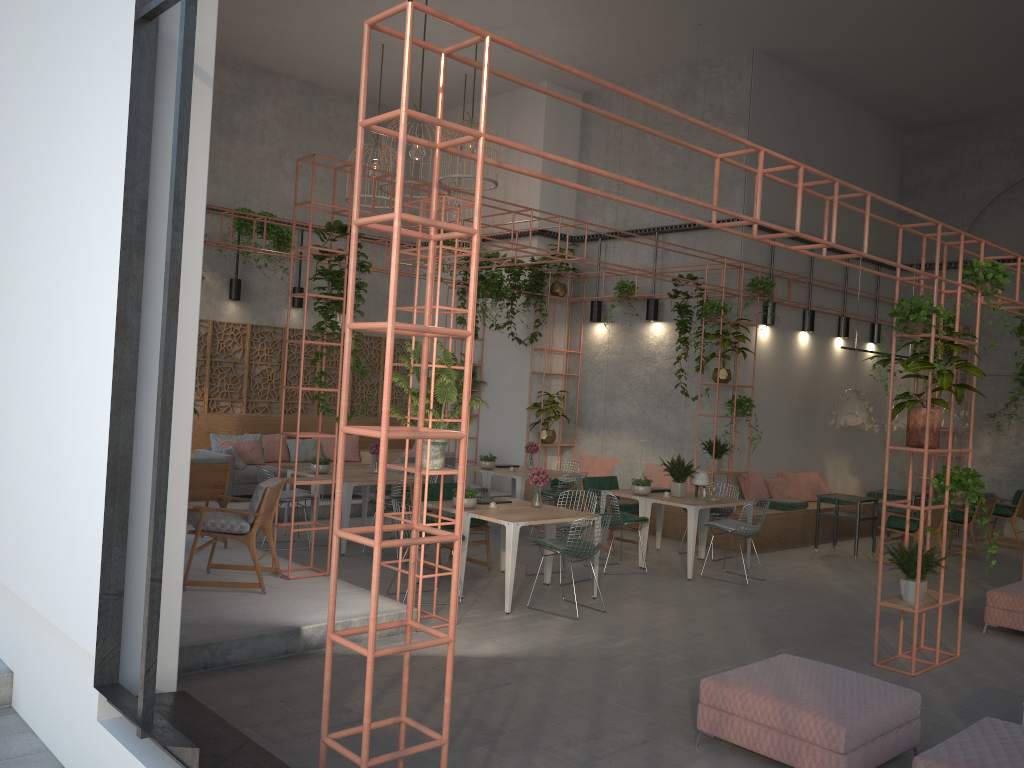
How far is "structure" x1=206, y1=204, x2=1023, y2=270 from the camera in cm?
1374

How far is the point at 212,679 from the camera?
5.9 meters

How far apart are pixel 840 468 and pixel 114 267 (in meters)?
13.94

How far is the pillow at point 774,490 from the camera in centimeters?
1359cm

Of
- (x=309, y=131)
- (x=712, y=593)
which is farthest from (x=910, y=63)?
(x=309, y=131)

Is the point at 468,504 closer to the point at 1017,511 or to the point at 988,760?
the point at 988,760

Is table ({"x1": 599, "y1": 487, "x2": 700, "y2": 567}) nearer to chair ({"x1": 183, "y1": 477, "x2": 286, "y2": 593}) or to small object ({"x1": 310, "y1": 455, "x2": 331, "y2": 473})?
small object ({"x1": 310, "y1": 455, "x2": 331, "y2": 473})

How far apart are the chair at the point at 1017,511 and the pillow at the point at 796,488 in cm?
272

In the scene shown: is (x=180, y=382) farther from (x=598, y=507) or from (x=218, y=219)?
(x=218, y=219)

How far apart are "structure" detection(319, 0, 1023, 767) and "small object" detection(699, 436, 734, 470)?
4.09m
